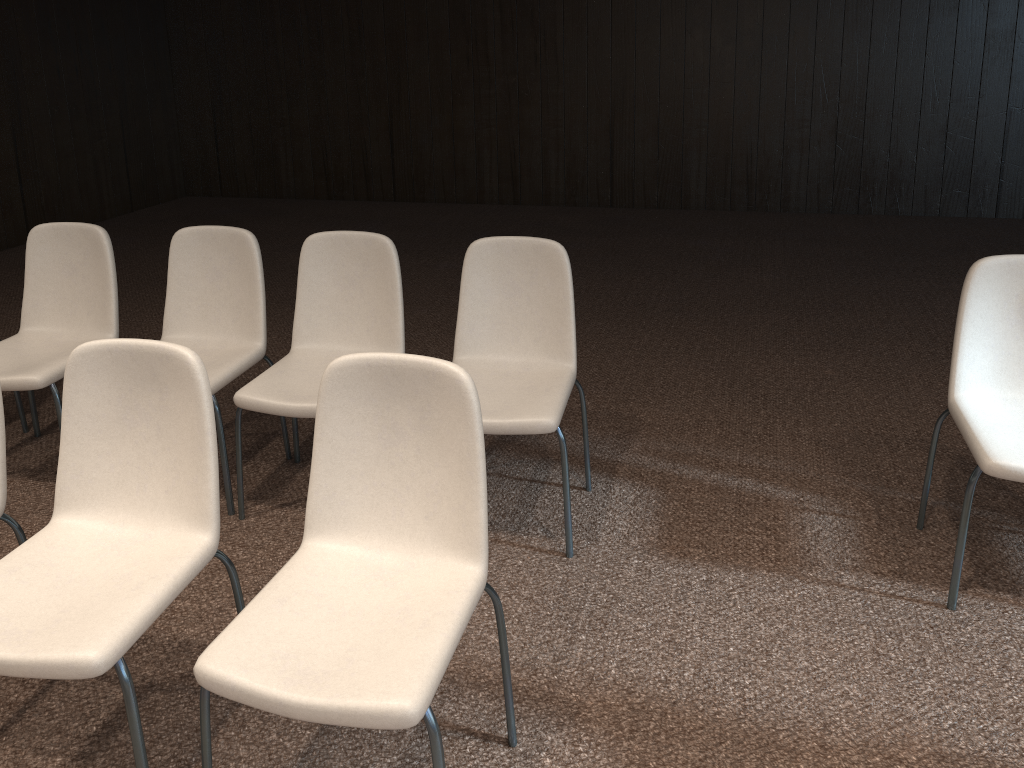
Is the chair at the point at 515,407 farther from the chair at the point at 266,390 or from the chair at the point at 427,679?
the chair at the point at 427,679

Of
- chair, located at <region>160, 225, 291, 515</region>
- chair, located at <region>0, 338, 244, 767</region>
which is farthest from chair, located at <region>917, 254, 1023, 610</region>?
chair, located at <region>160, 225, 291, 515</region>

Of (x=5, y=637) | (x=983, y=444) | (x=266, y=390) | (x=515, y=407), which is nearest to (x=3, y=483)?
(x=5, y=637)

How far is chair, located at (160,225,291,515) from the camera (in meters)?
3.20

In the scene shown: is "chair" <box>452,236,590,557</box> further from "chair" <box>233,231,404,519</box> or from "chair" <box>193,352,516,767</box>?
"chair" <box>193,352,516,767</box>

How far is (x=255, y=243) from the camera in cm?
320

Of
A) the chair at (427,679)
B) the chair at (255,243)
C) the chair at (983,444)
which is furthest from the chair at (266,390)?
the chair at (983,444)

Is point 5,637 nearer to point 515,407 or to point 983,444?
point 515,407

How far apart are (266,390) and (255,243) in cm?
63

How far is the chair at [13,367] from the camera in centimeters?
316cm
